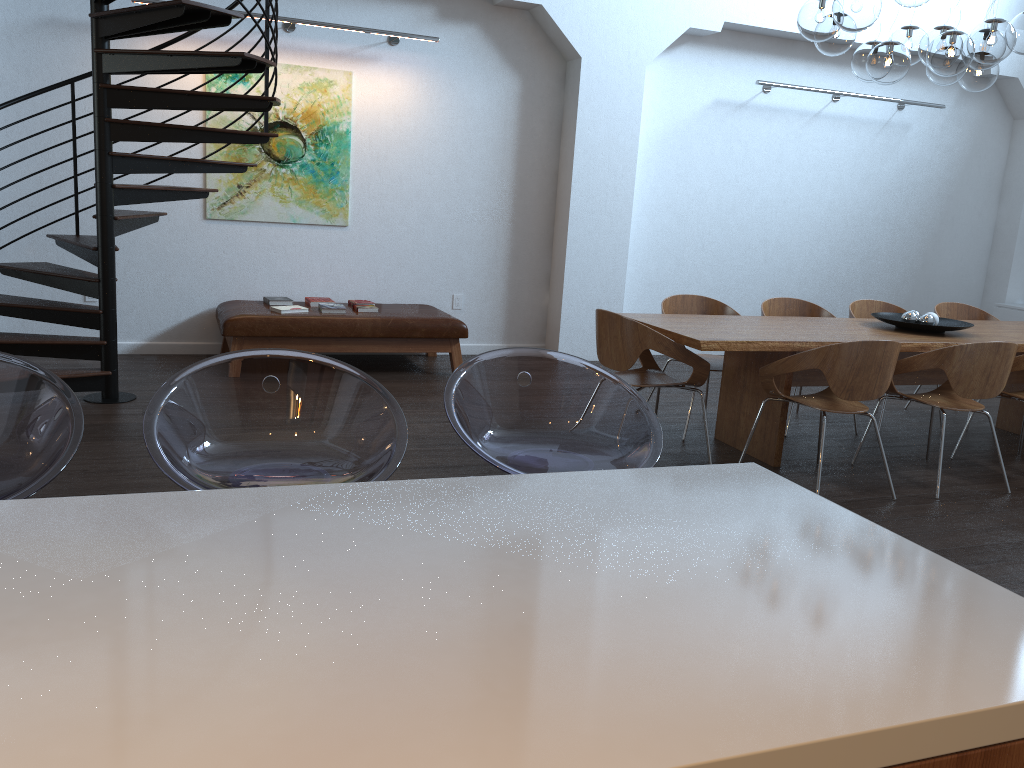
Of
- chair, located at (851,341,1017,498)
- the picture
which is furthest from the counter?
the picture

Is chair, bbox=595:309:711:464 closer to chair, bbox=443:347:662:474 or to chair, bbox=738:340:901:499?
chair, bbox=738:340:901:499

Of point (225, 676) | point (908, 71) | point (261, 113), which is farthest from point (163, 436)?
point (908, 71)

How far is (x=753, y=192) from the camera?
8.49m

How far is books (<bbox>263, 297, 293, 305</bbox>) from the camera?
6.76m

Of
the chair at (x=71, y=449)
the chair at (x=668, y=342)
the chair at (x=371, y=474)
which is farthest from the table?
the chair at (x=71, y=449)

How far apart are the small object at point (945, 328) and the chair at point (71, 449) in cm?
482

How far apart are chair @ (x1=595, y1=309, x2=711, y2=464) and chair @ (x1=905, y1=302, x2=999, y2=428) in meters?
2.8 m

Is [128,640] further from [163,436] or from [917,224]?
[917,224]

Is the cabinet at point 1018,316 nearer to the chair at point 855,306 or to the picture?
the chair at point 855,306
